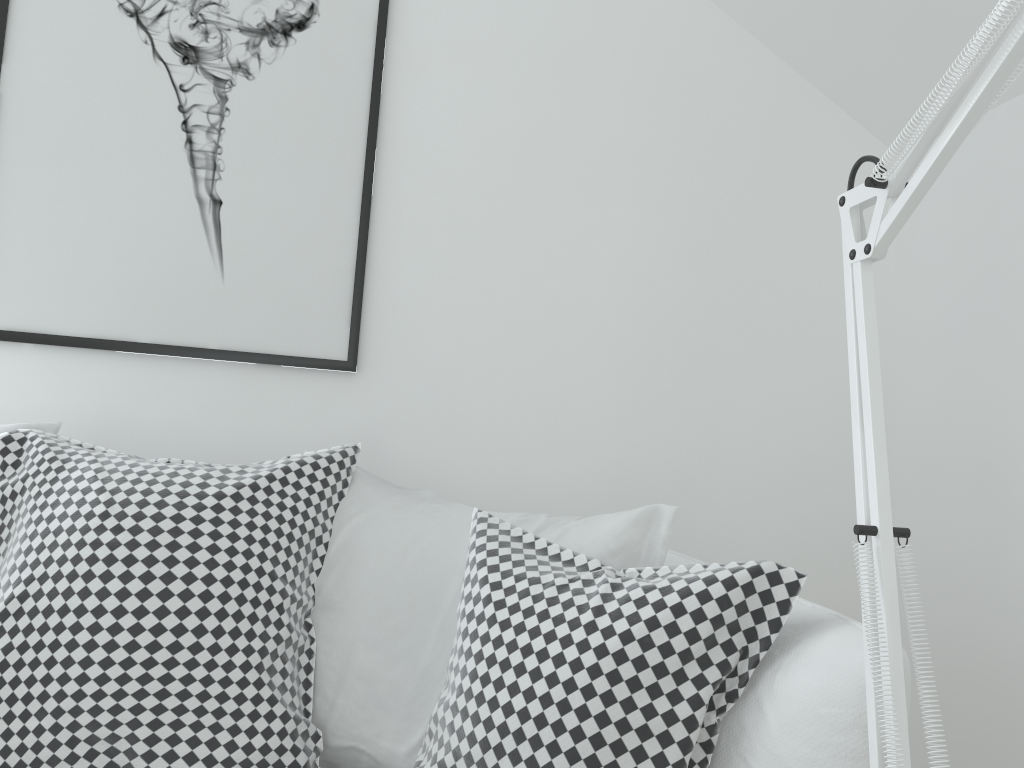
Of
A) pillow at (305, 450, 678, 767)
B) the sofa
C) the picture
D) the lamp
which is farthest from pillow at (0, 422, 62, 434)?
the lamp

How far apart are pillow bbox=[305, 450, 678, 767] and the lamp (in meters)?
0.66

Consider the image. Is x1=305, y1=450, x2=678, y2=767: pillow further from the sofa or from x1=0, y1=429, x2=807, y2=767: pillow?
the sofa

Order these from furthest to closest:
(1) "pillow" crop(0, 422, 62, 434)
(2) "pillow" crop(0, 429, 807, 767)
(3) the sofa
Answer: (1) "pillow" crop(0, 422, 62, 434)
(2) "pillow" crop(0, 429, 807, 767)
(3) the sofa

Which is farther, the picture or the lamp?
the picture

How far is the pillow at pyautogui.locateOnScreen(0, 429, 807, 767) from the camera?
0.9 meters

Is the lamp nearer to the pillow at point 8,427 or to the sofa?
the sofa

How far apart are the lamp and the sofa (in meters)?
0.31

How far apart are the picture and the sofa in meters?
0.7 m

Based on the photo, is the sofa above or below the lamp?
below
